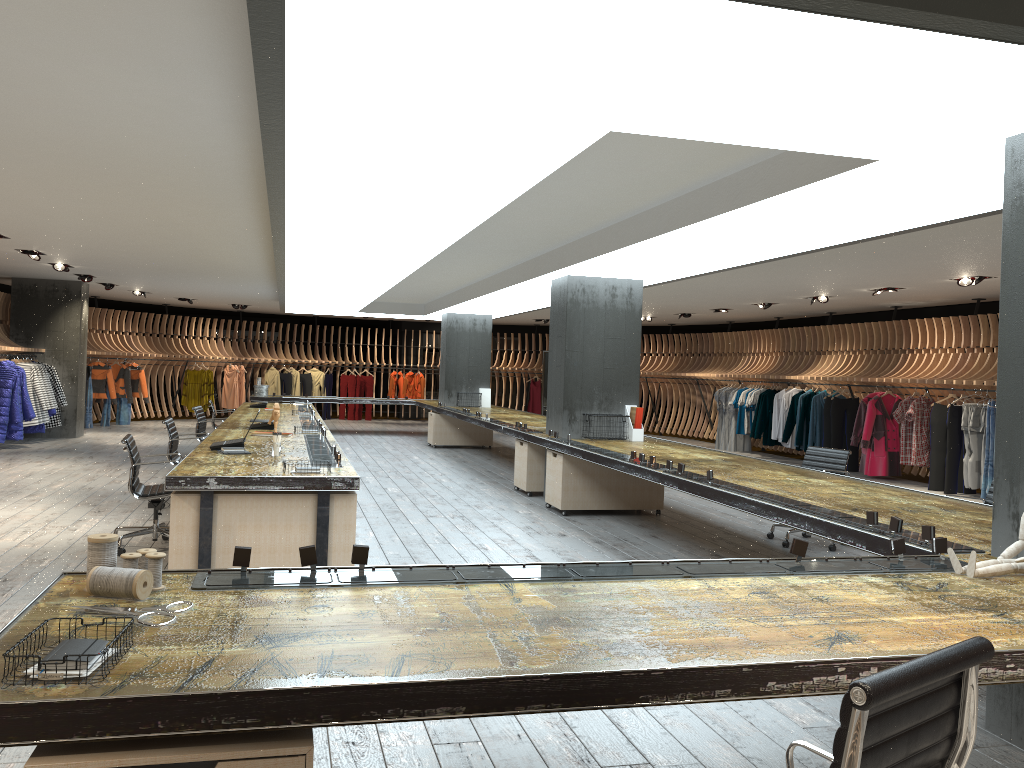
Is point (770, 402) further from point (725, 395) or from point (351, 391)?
point (351, 391)

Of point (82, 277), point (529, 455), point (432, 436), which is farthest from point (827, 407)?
point (82, 277)

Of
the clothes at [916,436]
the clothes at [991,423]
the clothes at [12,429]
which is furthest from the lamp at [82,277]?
the clothes at [991,423]

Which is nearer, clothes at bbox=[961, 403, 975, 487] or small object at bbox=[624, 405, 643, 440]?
small object at bbox=[624, 405, 643, 440]

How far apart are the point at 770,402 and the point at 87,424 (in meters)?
13.49

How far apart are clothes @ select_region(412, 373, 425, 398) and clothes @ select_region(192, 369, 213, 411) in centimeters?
540cm

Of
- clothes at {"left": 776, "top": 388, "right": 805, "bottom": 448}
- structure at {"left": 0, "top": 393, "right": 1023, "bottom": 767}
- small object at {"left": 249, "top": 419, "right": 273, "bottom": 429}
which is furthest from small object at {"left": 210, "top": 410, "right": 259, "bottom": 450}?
clothes at {"left": 776, "top": 388, "right": 805, "bottom": 448}

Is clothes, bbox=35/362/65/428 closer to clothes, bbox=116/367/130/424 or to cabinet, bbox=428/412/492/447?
clothes, bbox=116/367/130/424

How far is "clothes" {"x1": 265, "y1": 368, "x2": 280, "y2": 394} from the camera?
22.46m

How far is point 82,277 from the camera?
14.37m
